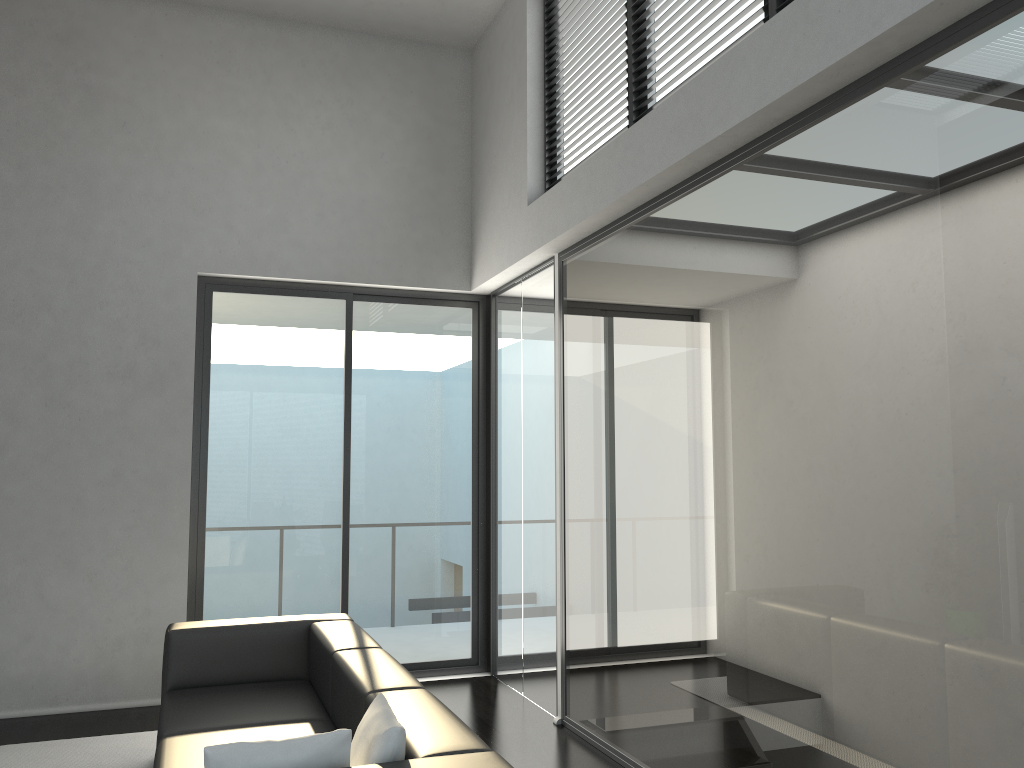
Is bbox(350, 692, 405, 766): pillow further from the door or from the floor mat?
the door

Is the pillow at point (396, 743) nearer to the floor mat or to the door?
the floor mat

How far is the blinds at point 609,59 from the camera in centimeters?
460cm

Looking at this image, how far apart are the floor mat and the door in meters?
1.0

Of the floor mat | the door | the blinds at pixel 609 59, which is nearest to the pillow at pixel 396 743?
the floor mat

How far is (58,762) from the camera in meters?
4.3 m

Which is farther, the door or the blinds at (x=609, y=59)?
the door

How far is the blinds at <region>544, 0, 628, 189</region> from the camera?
4.6 meters

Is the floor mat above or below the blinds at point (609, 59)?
below

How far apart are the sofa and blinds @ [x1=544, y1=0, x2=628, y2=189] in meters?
2.9 m
